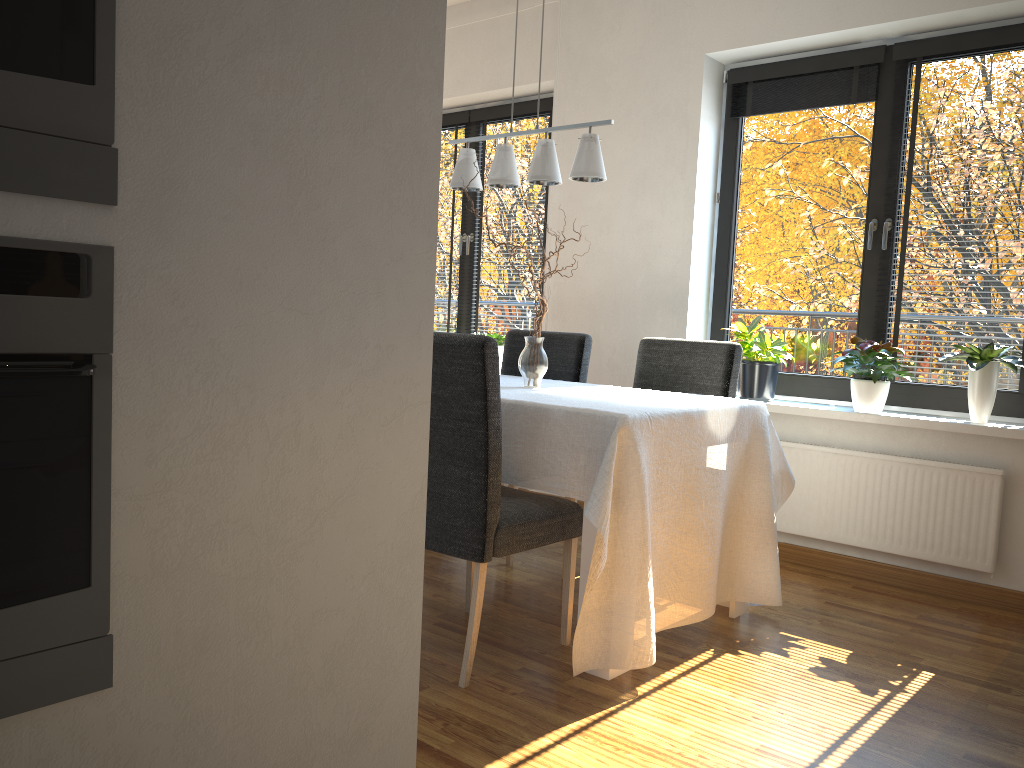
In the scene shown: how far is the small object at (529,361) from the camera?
3.2 meters

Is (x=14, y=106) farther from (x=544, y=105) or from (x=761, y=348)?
(x=544, y=105)

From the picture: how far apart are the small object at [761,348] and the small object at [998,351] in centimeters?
64cm

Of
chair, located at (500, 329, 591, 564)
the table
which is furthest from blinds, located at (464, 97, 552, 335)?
the table

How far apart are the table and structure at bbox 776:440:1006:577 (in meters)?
0.62

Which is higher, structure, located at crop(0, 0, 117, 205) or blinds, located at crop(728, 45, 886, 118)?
blinds, located at crop(728, 45, 886, 118)

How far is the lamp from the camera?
3.0m

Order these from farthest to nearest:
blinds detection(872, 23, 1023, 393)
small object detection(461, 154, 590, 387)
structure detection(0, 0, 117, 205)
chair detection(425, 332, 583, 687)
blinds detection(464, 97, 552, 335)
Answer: blinds detection(464, 97, 552, 335)
blinds detection(872, 23, 1023, 393)
small object detection(461, 154, 590, 387)
chair detection(425, 332, 583, 687)
structure detection(0, 0, 117, 205)

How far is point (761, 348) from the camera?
3.9m

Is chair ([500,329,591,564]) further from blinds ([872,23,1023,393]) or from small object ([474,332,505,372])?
blinds ([872,23,1023,393])
